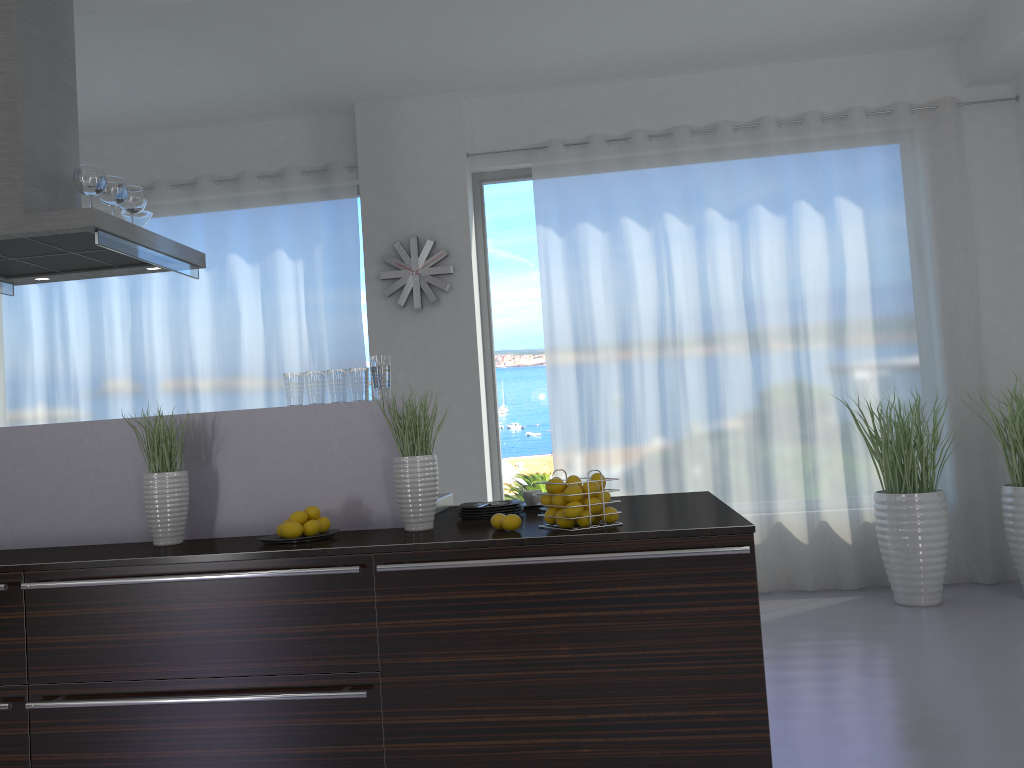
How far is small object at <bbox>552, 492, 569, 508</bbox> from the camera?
2.69m

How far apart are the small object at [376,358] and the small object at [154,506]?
0.73m

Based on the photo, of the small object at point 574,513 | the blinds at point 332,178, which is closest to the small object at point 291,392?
the small object at point 574,513

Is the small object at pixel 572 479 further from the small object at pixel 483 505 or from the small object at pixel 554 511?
the small object at pixel 483 505

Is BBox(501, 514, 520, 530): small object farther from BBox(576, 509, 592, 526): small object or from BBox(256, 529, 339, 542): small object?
BBox(256, 529, 339, 542): small object

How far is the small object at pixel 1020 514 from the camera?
5.0 meters

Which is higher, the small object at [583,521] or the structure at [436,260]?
the structure at [436,260]

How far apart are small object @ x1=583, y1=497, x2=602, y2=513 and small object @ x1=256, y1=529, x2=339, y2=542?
0.9 meters

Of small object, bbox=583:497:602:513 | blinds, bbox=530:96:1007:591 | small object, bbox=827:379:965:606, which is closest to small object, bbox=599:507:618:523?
small object, bbox=583:497:602:513

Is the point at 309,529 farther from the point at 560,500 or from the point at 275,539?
the point at 560,500
